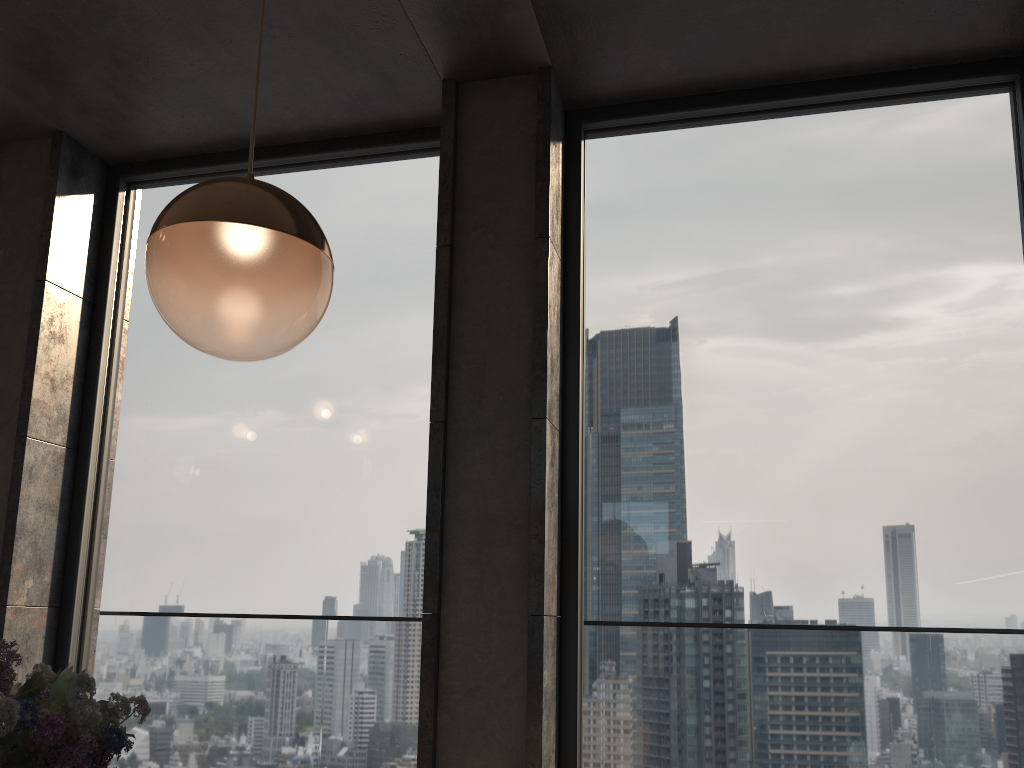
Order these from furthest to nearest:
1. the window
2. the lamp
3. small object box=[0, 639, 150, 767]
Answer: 1. the window
2. the lamp
3. small object box=[0, 639, 150, 767]

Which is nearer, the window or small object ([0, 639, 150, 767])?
small object ([0, 639, 150, 767])

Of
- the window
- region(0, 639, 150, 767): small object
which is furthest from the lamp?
the window

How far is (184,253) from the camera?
1.08m

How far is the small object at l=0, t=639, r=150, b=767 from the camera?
0.67m

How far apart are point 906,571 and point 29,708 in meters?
2.5

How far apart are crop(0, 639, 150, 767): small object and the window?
2.10m

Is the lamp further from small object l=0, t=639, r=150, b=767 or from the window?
the window

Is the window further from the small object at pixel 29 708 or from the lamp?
the small object at pixel 29 708

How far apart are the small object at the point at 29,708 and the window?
2.1m
